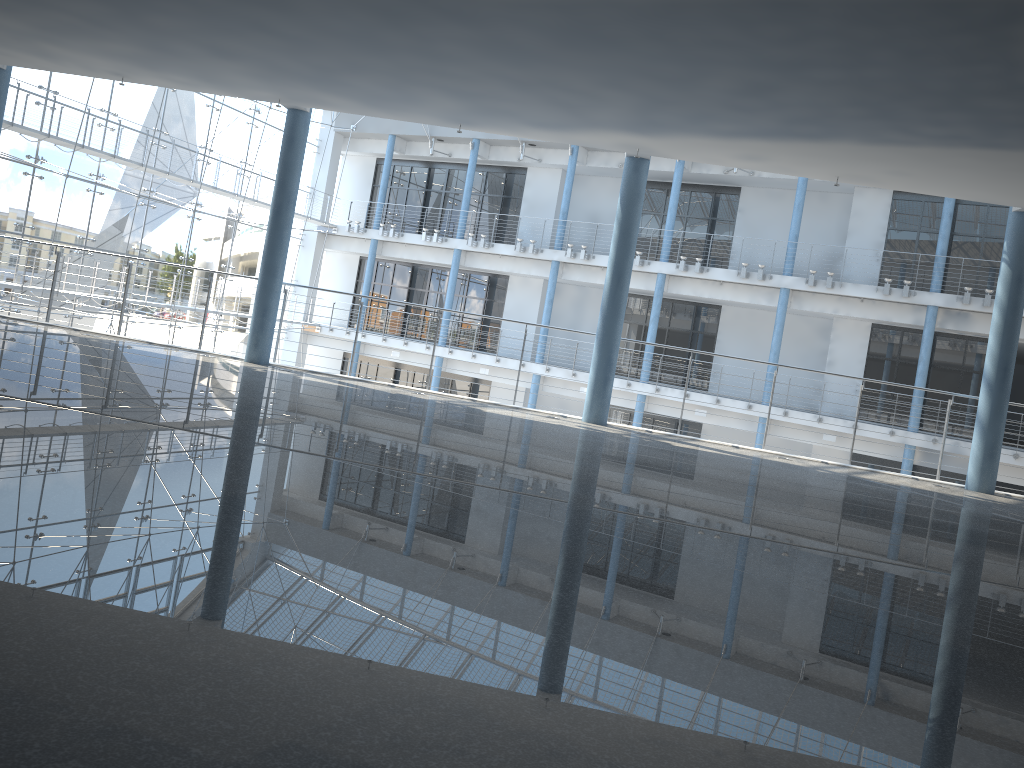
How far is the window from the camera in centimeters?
305cm

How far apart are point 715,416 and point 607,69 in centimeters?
283cm

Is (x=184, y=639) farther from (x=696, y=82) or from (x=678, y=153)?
(x=678, y=153)

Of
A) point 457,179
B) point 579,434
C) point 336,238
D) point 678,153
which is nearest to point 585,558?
point 579,434

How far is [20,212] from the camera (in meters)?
3.05

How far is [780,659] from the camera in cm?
35

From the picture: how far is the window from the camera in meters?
3.1 m
